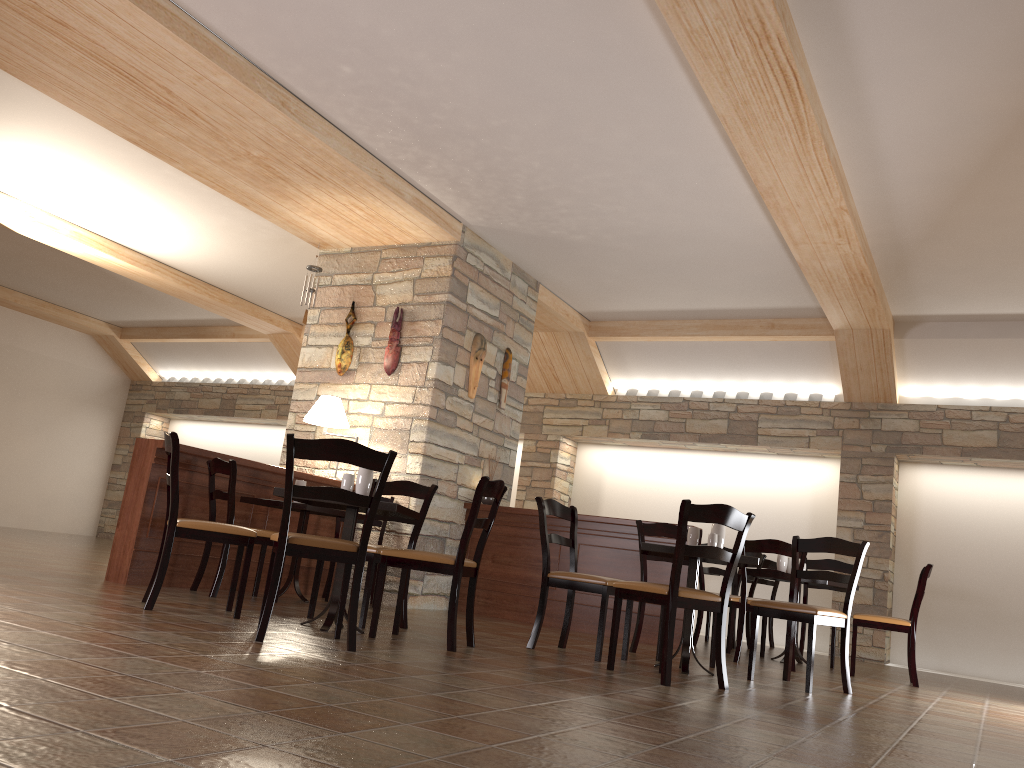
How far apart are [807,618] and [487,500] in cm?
345

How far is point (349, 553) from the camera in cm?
375

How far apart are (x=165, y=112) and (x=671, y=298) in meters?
4.9

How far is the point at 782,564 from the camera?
6.9m

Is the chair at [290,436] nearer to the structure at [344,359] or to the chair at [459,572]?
the chair at [459,572]

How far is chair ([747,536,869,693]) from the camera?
4.7m

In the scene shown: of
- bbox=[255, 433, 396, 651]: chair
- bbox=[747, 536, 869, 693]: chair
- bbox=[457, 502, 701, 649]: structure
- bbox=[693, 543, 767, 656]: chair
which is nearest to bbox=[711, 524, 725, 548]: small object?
bbox=[747, 536, 869, 693]: chair

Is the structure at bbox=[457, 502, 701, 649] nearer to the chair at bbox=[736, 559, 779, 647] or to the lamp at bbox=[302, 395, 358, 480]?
the lamp at bbox=[302, 395, 358, 480]

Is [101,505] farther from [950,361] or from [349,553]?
[950,361]

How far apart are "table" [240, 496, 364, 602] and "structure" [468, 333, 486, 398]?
1.9m
